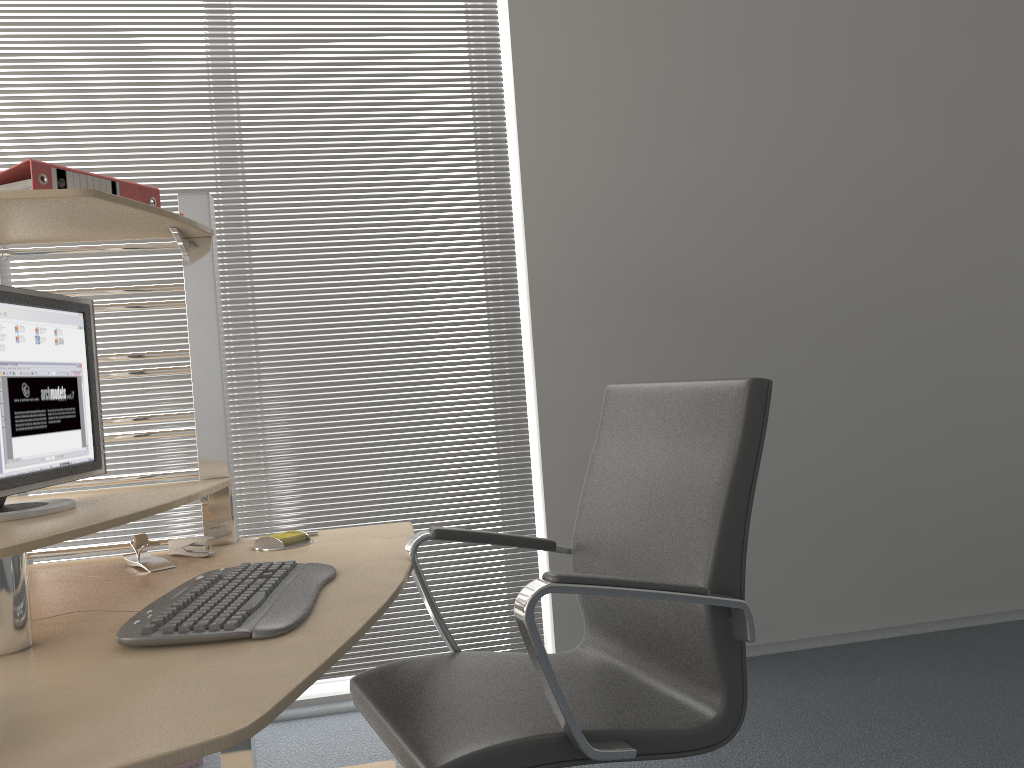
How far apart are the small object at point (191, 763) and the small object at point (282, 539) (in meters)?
1.02

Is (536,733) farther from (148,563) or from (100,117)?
(100,117)

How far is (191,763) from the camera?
2.6m

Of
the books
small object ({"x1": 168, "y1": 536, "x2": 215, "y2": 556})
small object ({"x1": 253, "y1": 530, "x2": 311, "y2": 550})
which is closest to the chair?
small object ({"x1": 253, "y1": 530, "x2": 311, "y2": 550})

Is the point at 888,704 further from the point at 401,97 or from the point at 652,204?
the point at 401,97

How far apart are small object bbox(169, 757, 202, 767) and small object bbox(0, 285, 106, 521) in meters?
1.2 m

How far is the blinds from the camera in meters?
2.9

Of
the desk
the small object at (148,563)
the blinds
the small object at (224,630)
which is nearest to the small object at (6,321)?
the desk

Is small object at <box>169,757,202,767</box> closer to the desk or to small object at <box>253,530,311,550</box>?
the desk

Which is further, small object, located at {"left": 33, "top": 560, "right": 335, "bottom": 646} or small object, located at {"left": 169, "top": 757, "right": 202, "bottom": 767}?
small object, located at {"left": 169, "top": 757, "right": 202, "bottom": 767}
